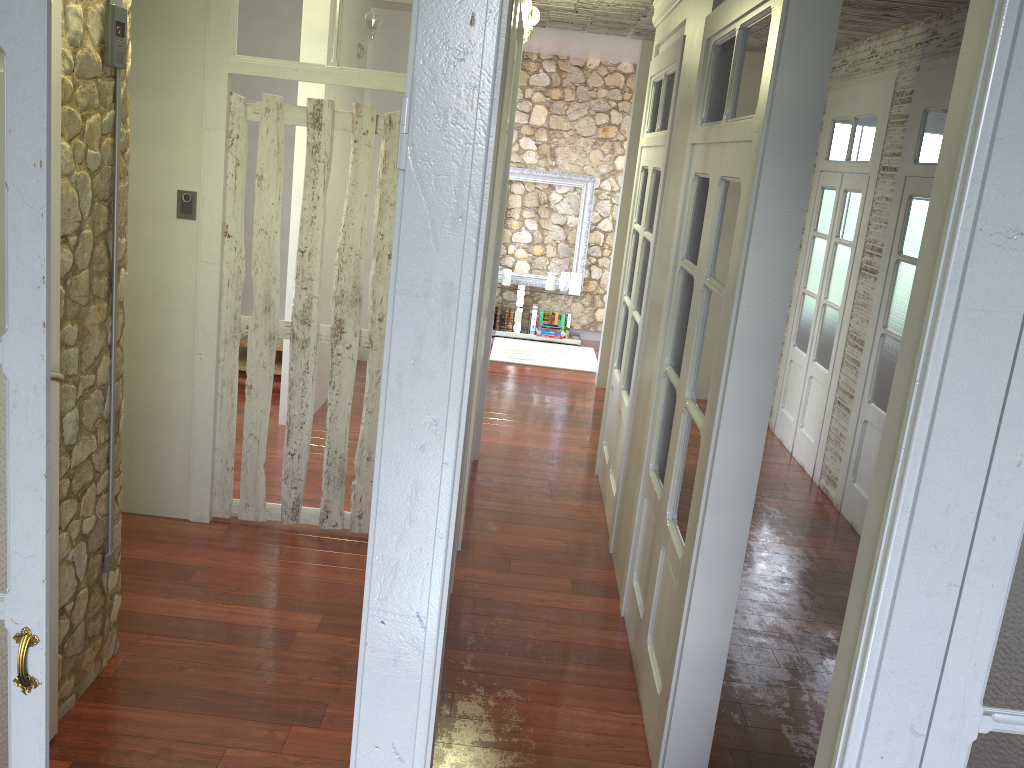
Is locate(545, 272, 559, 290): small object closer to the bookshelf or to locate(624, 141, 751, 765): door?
the bookshelf

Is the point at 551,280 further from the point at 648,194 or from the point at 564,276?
the point at 648,194

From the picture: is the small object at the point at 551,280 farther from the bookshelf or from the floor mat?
the floor mat

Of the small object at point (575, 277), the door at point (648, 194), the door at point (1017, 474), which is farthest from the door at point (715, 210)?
the small object at point (575, 277)

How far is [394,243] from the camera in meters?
1.3 m

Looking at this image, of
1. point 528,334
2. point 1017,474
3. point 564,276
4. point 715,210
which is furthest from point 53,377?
point 564,276

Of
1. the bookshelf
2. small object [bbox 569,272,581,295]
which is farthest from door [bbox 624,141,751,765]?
small object [bbox 569,272,581,295]

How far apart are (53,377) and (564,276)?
7.32m

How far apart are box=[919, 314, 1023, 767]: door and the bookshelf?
0.8m

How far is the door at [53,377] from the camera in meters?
2.5 m
